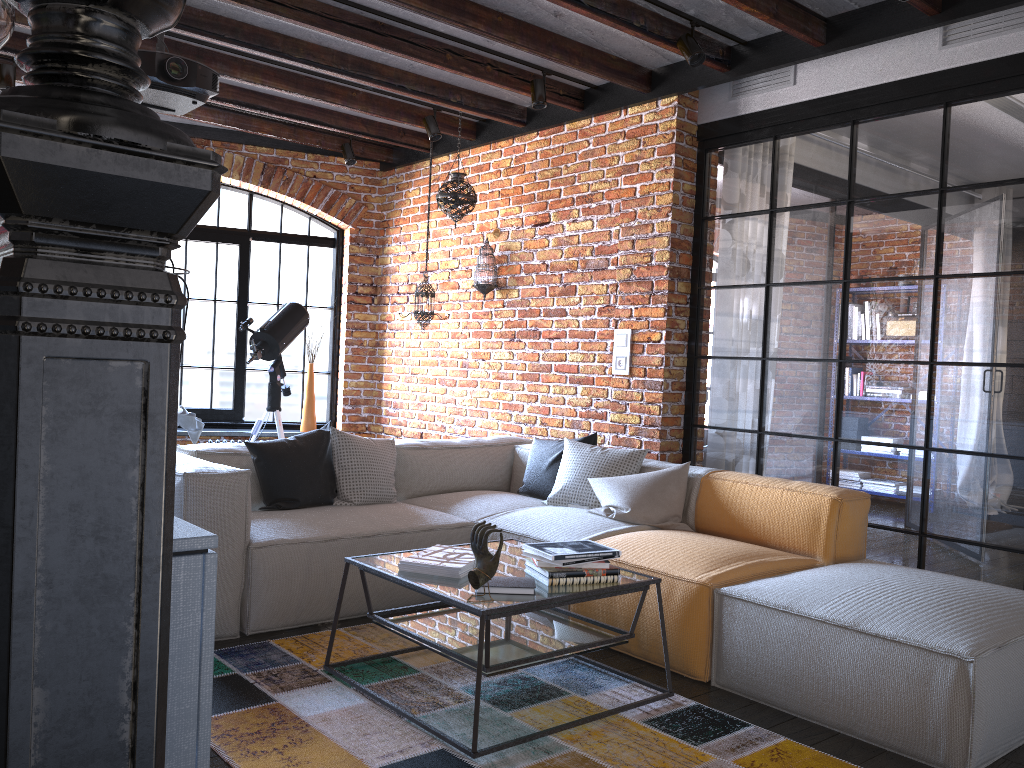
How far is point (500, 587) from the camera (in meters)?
2.65

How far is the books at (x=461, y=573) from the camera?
2.8 meters

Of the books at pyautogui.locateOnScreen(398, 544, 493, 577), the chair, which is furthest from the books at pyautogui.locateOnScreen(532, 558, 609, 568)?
the chair

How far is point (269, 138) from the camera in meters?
6.6

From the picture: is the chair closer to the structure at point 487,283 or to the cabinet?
the structure at point 487,283

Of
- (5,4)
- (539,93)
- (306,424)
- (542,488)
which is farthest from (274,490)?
(306,424)

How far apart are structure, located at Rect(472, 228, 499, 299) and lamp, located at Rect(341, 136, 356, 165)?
1.35m

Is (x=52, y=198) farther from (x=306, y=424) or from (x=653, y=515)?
(x=306, y=424)

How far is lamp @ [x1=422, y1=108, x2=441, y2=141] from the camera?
5.6 meters

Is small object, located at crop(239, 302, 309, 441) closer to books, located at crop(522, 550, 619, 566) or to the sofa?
the sofa
